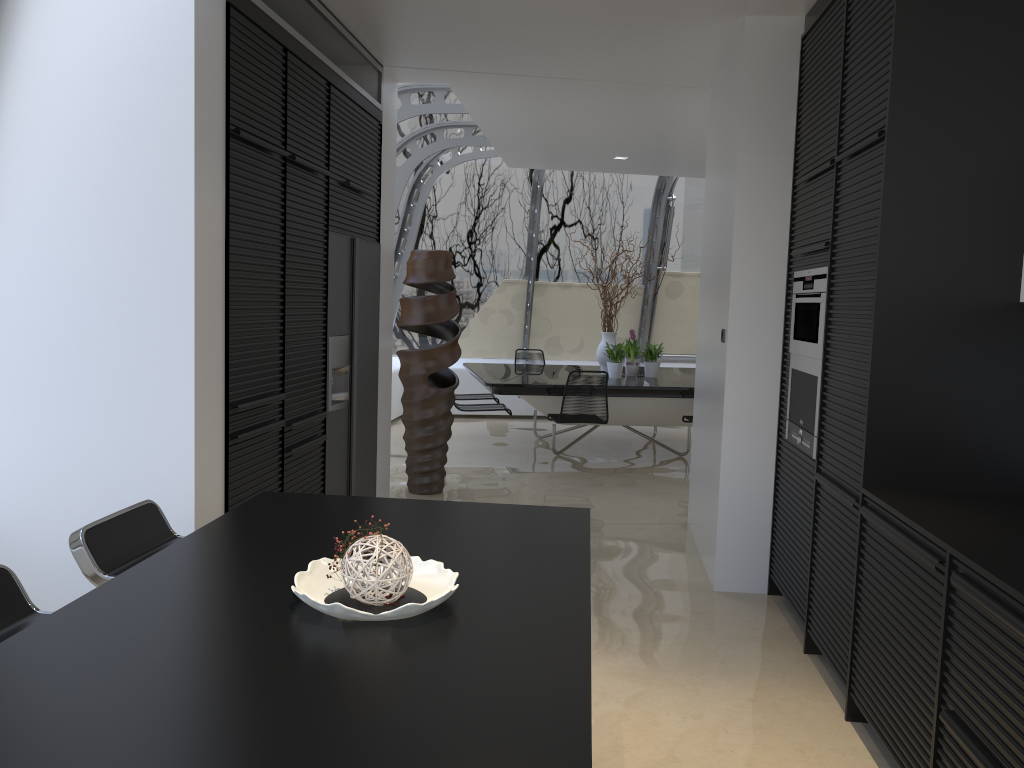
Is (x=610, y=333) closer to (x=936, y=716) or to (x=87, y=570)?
(x=936, y=716)

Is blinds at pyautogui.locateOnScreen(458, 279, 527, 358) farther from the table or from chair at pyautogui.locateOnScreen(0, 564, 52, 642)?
chair at pyautogui.locateOnScreen(0, 564, 52, 642)

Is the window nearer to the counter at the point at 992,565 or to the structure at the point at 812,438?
the structure at the point at 812,438

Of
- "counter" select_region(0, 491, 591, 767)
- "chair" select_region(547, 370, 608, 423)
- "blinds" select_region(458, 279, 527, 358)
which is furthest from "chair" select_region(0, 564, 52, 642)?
"blinds" select_region(458, 279, 527, 358)

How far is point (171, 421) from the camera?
3.2m

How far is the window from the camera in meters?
9.0 m

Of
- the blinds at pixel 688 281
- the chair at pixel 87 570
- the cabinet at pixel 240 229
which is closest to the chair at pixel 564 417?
the cabinet at pixel 240 229

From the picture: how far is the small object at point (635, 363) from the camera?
9.02m

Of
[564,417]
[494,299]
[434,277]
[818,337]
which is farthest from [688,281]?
[818,337]

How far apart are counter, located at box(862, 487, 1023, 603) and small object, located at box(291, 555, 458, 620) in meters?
1.3 m
